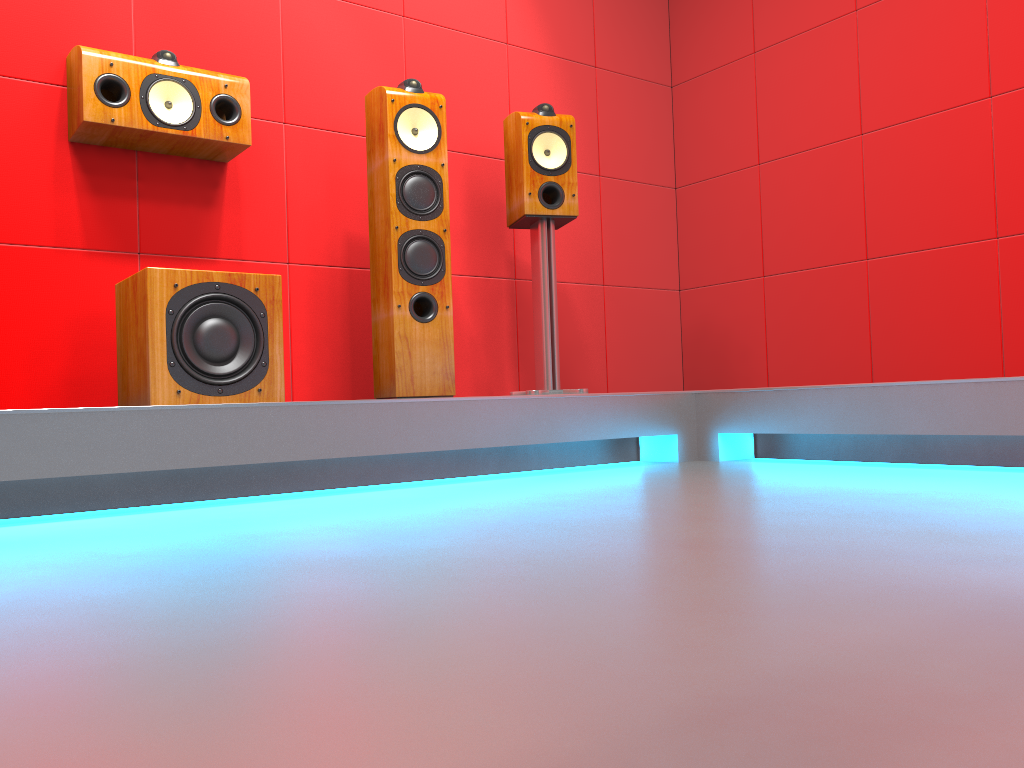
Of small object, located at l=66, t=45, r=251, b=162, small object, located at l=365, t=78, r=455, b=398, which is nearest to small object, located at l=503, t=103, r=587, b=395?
small object, located at l=365, t=78, r=455, b=398

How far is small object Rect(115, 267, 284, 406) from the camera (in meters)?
2.28

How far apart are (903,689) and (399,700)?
0.4m

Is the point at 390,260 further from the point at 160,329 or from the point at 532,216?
the point at 160,329

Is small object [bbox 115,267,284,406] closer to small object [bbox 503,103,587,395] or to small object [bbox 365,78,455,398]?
small object [bbox 365,78,455,398]

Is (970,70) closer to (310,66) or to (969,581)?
(310,66)

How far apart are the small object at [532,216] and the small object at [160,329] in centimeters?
97cm

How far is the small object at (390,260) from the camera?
2.81m

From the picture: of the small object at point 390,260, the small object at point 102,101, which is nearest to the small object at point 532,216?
the small object at point 390,260

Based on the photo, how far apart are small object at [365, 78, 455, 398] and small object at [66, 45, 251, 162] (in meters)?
0.39
